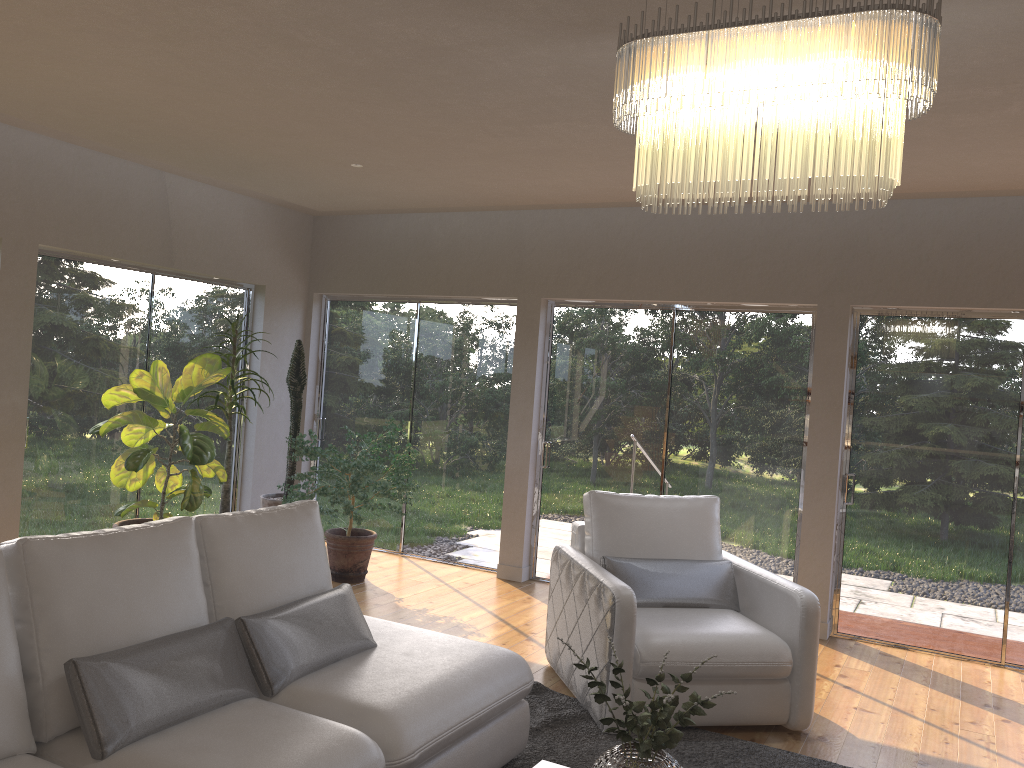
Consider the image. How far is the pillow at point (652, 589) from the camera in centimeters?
433cm

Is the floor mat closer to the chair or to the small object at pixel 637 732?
the chair

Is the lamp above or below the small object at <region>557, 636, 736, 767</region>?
above

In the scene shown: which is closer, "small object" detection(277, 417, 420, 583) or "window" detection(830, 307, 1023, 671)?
"window" detection(830, 307, 1023, 671)

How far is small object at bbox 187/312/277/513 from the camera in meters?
6.1 m

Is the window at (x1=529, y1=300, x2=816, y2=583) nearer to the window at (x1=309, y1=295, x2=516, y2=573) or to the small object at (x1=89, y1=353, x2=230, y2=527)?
the window at (x1=309, y1=295, x2=516, y2=573)

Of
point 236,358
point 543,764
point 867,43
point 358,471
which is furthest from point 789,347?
point 867,43

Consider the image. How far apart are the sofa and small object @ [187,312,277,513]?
2.7 meters

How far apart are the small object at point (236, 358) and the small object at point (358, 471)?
0.4 meters

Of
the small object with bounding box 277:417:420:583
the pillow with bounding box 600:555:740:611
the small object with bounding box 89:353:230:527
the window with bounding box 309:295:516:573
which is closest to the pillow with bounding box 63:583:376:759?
the pillow with bounding box 600:555:740:611
